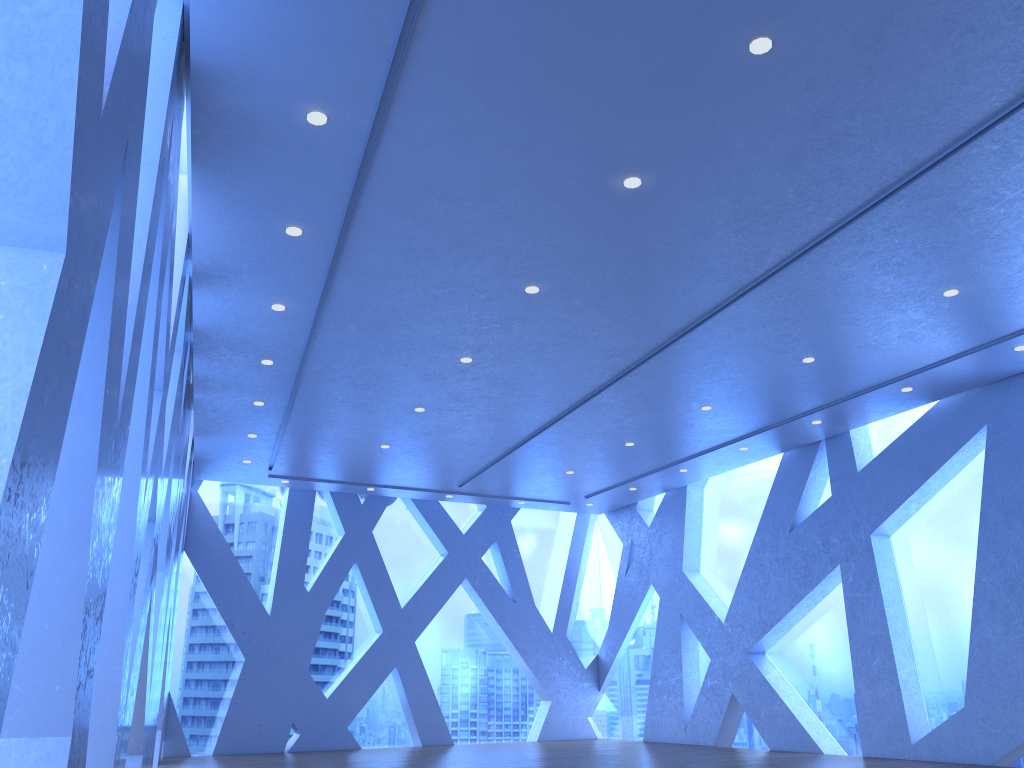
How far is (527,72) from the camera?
4.6m

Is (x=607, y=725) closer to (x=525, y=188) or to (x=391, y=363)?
(x=391, y=363)

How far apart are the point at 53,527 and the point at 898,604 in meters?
10.0 m
